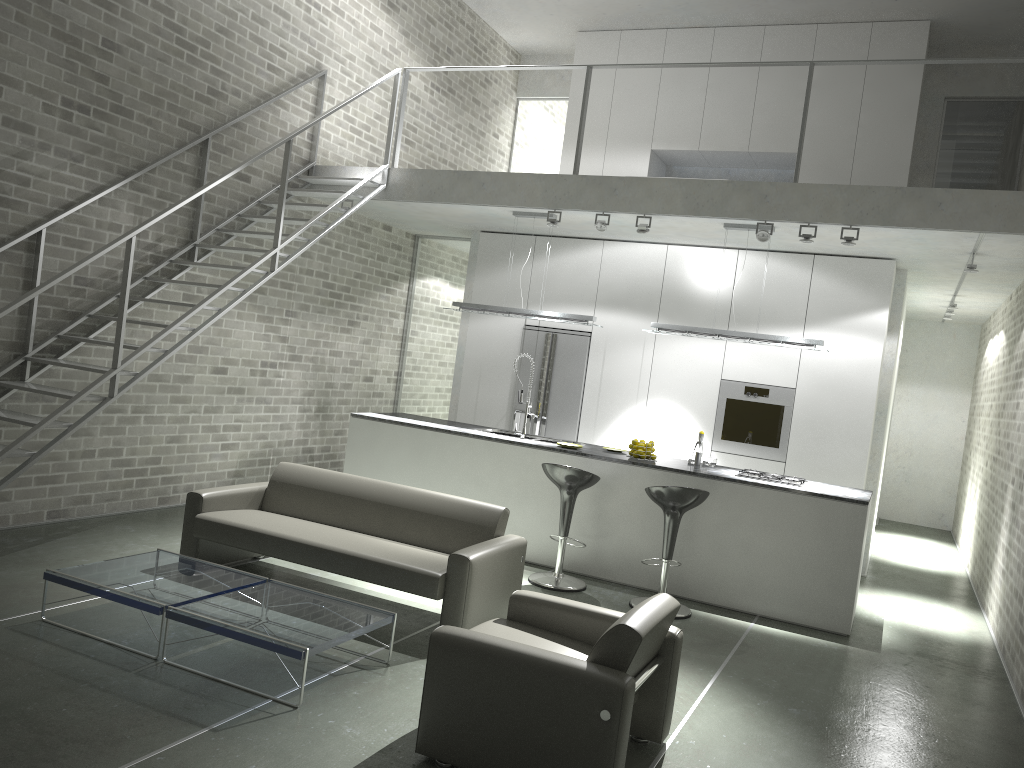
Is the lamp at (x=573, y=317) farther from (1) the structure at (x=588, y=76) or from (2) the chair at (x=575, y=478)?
(2) the chair at (x=575, y=478)

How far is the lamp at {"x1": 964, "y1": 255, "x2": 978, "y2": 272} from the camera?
7.2 meters

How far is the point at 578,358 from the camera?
9.14m

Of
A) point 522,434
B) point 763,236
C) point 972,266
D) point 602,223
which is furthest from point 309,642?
point 972,266

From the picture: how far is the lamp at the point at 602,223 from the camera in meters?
7.5 m

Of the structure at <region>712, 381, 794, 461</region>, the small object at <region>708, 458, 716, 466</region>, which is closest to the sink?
the small object at <region>708, 458, 716, 466</region>

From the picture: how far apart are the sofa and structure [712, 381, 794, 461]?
3.6 meters

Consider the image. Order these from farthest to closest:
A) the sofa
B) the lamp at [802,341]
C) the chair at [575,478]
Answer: the lamp at [802,341]
the chair at [575,478]
the sofa

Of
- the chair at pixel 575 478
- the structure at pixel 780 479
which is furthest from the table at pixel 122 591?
the structure at pixel 780 479

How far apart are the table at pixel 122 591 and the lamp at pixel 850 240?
4.9 meters
